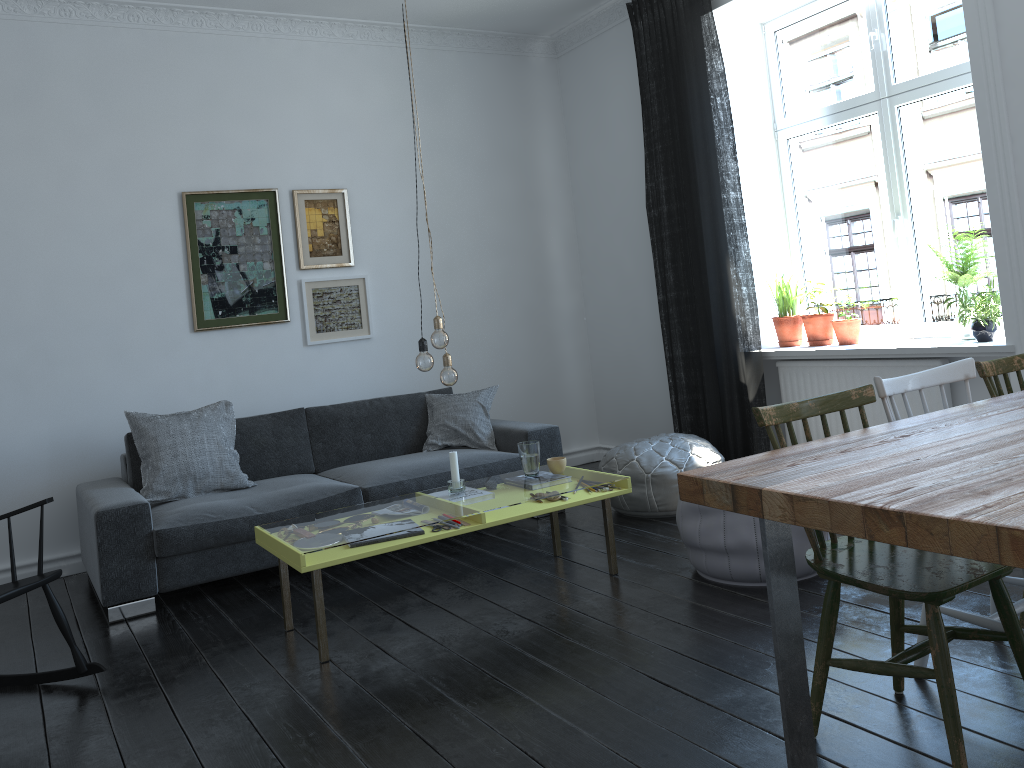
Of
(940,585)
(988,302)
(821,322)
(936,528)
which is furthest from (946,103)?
(936,528)

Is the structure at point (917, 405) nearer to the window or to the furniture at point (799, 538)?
the window

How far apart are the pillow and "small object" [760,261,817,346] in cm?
169

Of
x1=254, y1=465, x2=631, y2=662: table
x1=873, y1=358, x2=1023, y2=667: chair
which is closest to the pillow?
x1=254, y1=465, x2=631, y2=662: table

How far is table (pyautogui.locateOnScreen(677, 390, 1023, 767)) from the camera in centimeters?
149cm

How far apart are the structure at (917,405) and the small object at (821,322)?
0.18m

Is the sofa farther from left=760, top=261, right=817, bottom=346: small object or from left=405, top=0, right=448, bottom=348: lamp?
left=760, top=261, right=817, bottom=346: small object

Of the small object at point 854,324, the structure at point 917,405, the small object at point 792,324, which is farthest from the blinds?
the small object at point 854,324

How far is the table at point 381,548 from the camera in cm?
317

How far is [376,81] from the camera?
5.6m
